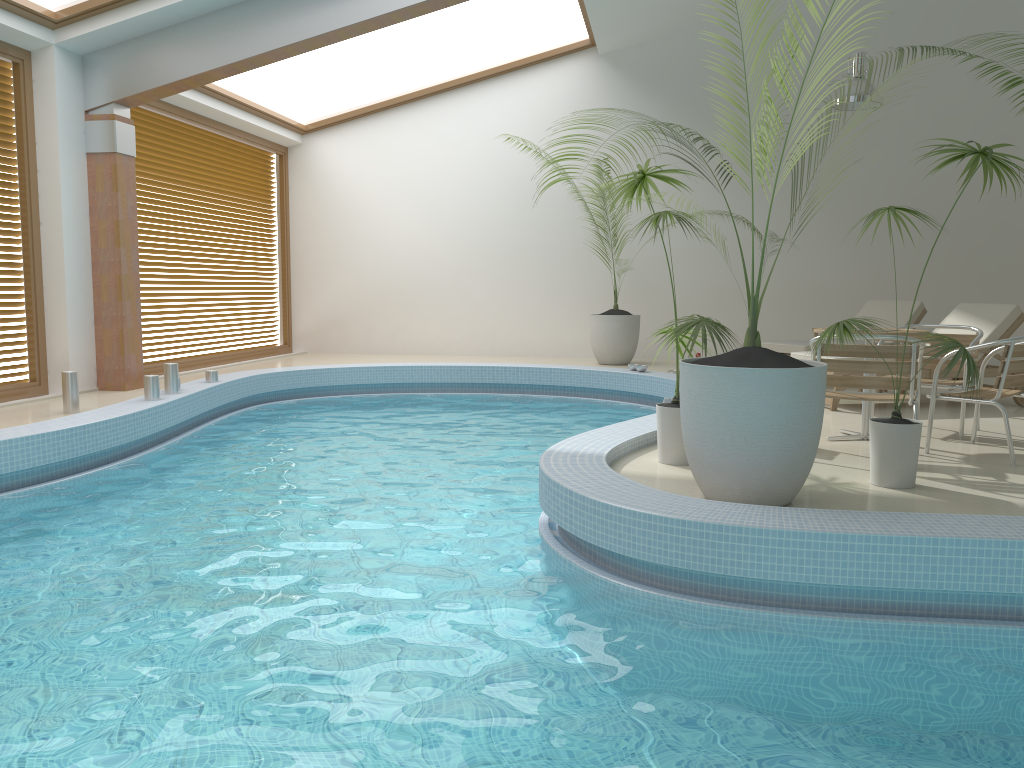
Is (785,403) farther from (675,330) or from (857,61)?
(857,61)

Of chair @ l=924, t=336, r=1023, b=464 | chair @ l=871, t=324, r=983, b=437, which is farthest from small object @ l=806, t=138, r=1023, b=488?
chair @ l=871, t=324, r=983, b=437

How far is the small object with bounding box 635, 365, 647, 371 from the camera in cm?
957

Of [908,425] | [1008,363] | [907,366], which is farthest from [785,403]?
[1008,363]

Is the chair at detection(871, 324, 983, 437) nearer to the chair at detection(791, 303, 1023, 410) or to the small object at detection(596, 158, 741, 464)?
the chair at detection(791, 303, 1023, 410)

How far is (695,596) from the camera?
3.6m

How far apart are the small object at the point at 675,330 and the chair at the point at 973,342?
1.8 meters

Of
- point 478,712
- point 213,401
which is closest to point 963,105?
point 213,401

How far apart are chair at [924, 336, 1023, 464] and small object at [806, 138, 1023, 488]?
0.9m

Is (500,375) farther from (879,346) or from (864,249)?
(879,346)
